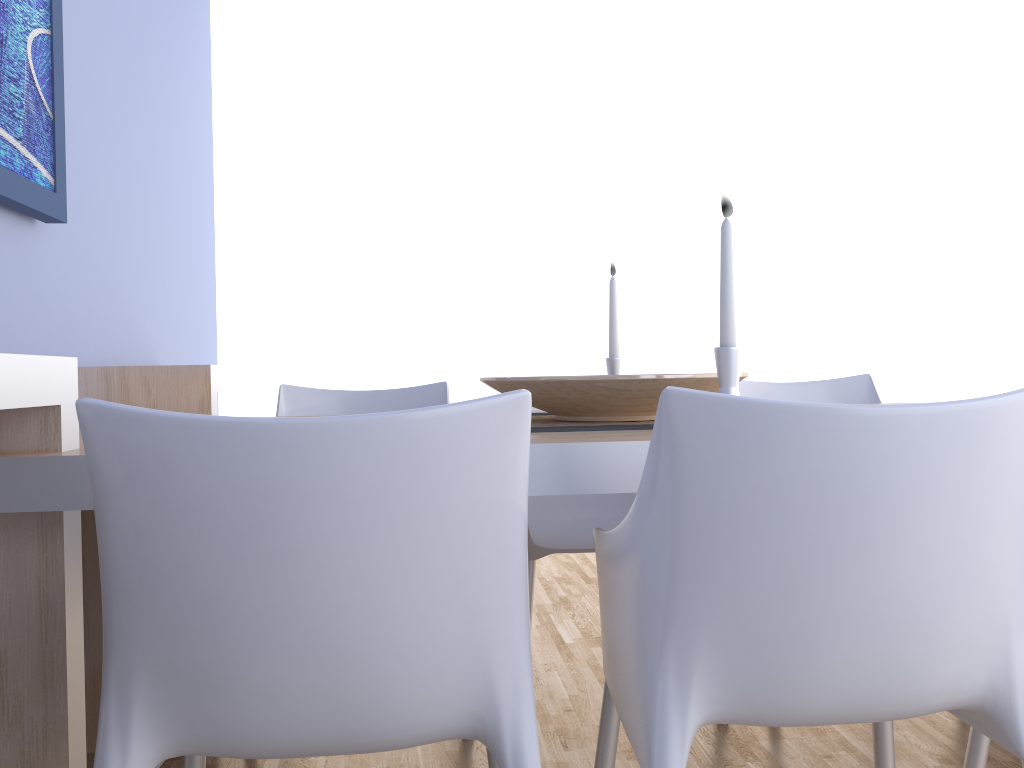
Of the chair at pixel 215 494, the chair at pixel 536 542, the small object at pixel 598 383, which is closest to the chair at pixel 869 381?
the chair at pixel 536 542

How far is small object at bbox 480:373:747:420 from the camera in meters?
1.4

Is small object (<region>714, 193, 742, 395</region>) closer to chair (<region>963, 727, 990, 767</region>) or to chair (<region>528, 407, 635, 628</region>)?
chair (<region>963, 727, 990, 767</region>)

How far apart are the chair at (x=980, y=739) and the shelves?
1.27m

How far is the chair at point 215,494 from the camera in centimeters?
82cm

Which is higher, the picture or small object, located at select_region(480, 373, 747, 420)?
the picture

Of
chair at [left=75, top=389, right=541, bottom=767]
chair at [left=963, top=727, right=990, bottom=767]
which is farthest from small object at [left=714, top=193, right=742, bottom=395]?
chair at [left=963, top=727, right=990, bottom=767]

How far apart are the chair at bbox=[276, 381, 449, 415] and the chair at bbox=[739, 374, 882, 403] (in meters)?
0.82

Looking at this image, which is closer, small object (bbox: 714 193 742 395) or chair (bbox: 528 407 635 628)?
small object (bbox: 714 193 742 395)

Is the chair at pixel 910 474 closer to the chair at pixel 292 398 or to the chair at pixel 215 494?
the chair at pixel 215 494
